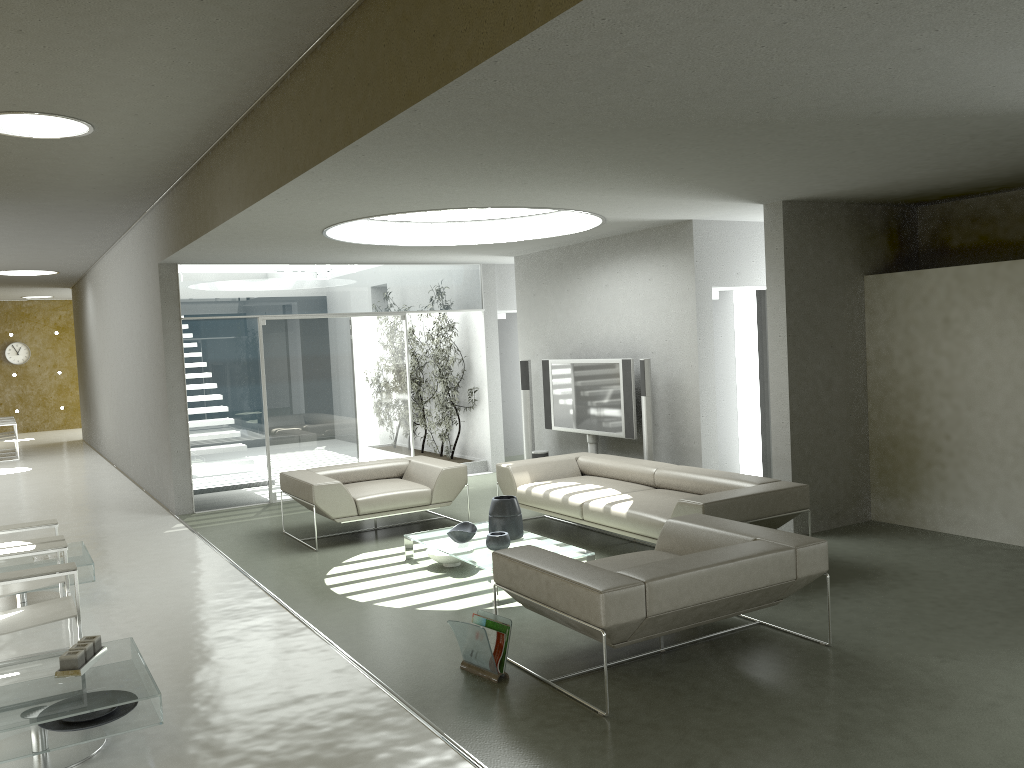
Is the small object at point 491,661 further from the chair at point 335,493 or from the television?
the television

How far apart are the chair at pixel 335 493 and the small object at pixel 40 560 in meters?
2.0 m

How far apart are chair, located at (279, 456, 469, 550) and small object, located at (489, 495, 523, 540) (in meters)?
1.33

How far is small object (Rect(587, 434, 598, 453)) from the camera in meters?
9.2

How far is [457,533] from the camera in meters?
6.5 m

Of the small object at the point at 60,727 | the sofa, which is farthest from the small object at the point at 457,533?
the small object at the point at 60,727

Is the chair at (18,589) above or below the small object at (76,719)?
above

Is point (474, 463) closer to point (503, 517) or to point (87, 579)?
point (503, 517)

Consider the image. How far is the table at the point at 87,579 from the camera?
6.21m

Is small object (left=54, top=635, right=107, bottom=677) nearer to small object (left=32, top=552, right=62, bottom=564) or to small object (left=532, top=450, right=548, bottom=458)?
small object (left=32, top=552, right=62, bottom=564)
